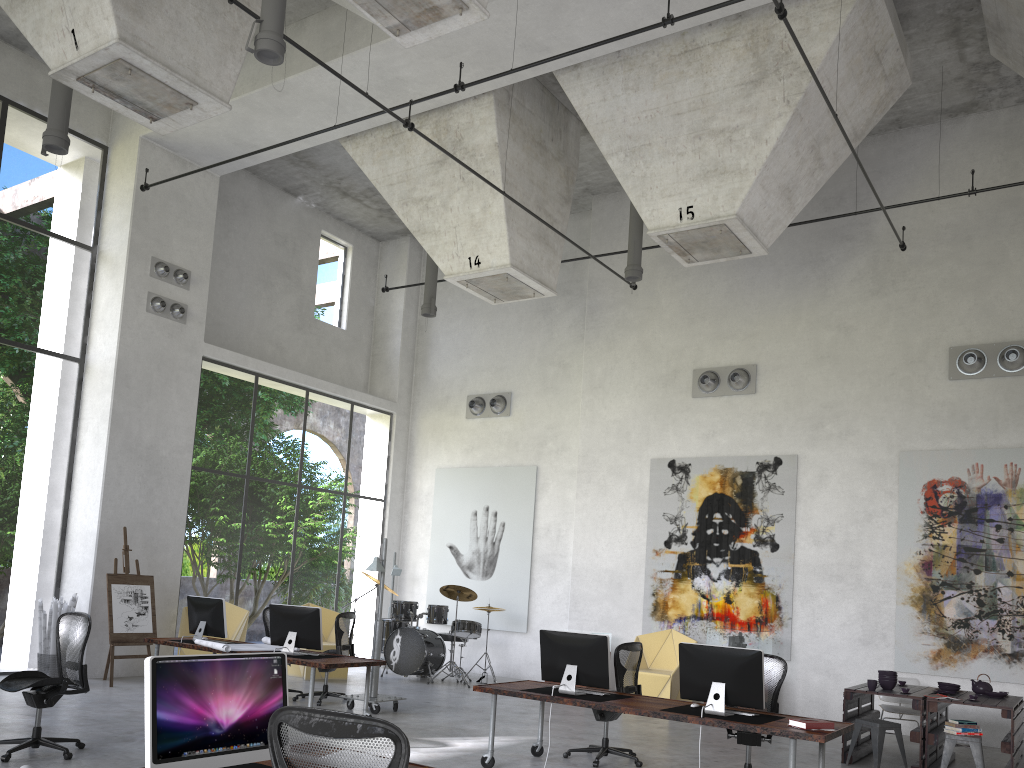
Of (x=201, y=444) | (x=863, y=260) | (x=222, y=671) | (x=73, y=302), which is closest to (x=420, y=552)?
(x=863, y=260)

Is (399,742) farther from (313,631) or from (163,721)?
(313,631)

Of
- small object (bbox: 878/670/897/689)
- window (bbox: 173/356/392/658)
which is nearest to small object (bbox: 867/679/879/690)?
small object (bbox: 878/670/897/689)

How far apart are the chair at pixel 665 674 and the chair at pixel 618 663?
3.65m

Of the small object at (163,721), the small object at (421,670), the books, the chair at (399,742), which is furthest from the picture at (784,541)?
the chair at (399,742)

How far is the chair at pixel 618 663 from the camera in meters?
8.2

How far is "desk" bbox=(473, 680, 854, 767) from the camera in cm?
620

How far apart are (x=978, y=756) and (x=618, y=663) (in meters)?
3.39

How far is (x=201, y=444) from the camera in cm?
3163

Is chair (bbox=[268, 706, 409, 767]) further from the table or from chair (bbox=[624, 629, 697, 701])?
chair (bbox=[624, 629, 697, 701])
